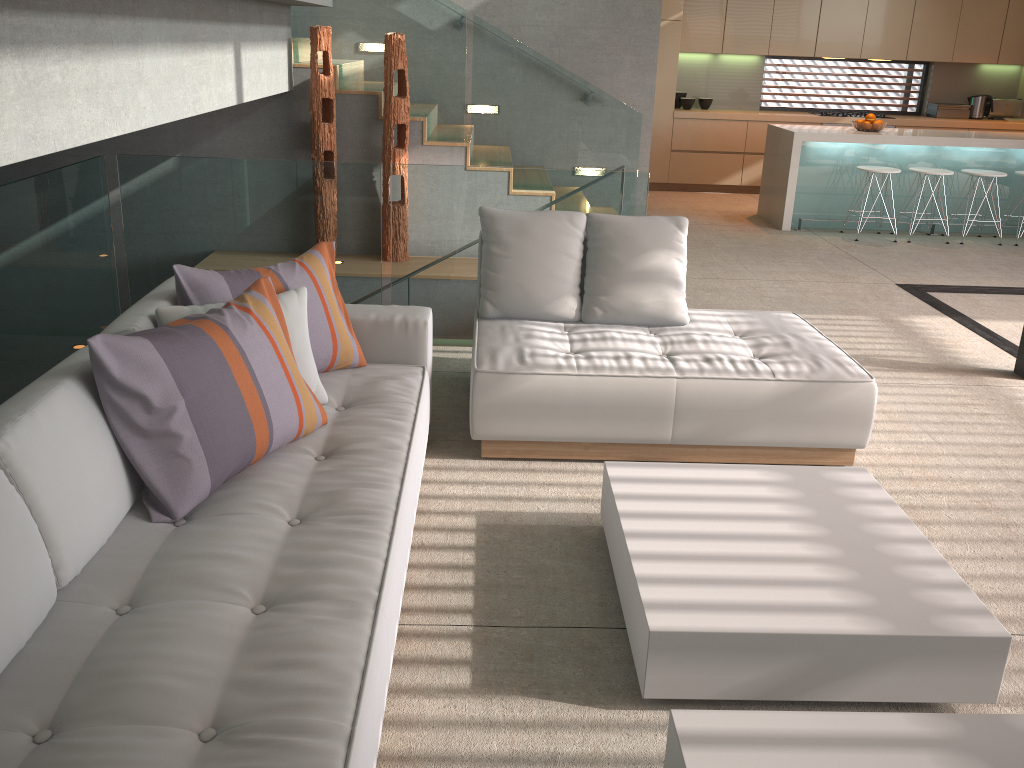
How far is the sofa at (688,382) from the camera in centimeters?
341cm

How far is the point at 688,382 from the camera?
3.41m

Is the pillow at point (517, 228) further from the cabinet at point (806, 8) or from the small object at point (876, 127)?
the cabinet at point (806, 8)

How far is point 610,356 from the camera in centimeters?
355cm

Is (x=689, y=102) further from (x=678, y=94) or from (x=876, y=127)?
(x=876, y=127)

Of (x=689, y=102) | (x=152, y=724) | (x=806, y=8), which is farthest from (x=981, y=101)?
(x=152, y=724)

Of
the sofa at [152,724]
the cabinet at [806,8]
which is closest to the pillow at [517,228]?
the sofa at [152,724]

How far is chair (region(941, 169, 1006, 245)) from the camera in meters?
7.8 m

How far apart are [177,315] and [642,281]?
2.0 meters

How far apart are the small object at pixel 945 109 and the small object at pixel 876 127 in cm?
268
